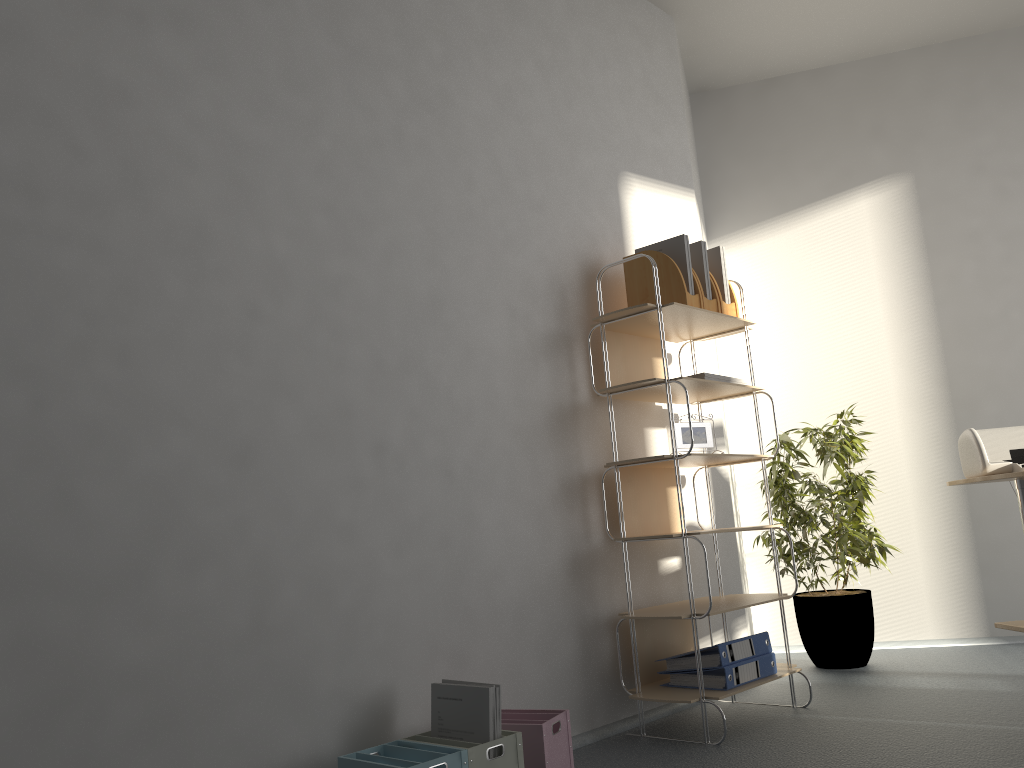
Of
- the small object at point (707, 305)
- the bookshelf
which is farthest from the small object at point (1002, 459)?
the small object at point (707, 305)

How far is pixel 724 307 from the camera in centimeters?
325cm

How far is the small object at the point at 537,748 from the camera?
2.23m

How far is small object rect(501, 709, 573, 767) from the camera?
2.2m

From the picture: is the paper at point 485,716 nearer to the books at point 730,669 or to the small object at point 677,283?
the books at point 730,669

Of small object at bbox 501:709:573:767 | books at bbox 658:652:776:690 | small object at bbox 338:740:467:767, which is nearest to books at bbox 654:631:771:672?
books at bbox 658:652:776:690

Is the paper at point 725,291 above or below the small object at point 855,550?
above

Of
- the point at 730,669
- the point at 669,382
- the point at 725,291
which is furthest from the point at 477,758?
the point at 725,291

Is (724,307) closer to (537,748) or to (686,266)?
(686,266)

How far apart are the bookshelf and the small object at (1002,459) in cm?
64
